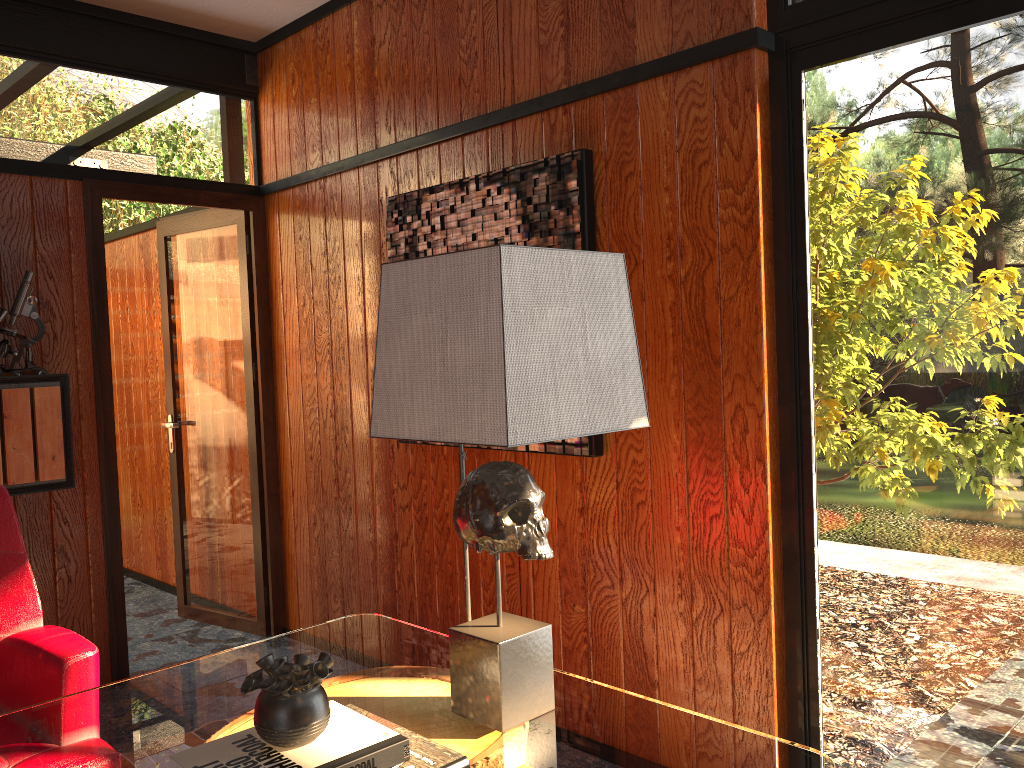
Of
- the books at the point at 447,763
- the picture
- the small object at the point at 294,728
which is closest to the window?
the picture

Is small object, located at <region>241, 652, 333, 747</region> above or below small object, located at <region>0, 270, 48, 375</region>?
below

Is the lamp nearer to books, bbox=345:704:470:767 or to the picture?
books, bbox=345:704:470:767

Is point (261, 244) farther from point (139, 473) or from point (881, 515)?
point (881, 515)

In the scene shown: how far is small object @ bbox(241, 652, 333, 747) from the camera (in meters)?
1.16

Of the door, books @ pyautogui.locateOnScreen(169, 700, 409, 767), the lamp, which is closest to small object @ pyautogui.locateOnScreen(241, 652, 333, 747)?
books @ pyautogui.locateOnScreen(169, 700, 409, 767)

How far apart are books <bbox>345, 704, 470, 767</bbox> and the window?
1.3 meters

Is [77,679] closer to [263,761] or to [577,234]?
[263,761]

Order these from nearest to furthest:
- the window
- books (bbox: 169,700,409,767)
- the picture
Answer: books (bbox: 169,700,409,767)
the window
the picture

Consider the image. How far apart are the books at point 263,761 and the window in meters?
1.3
